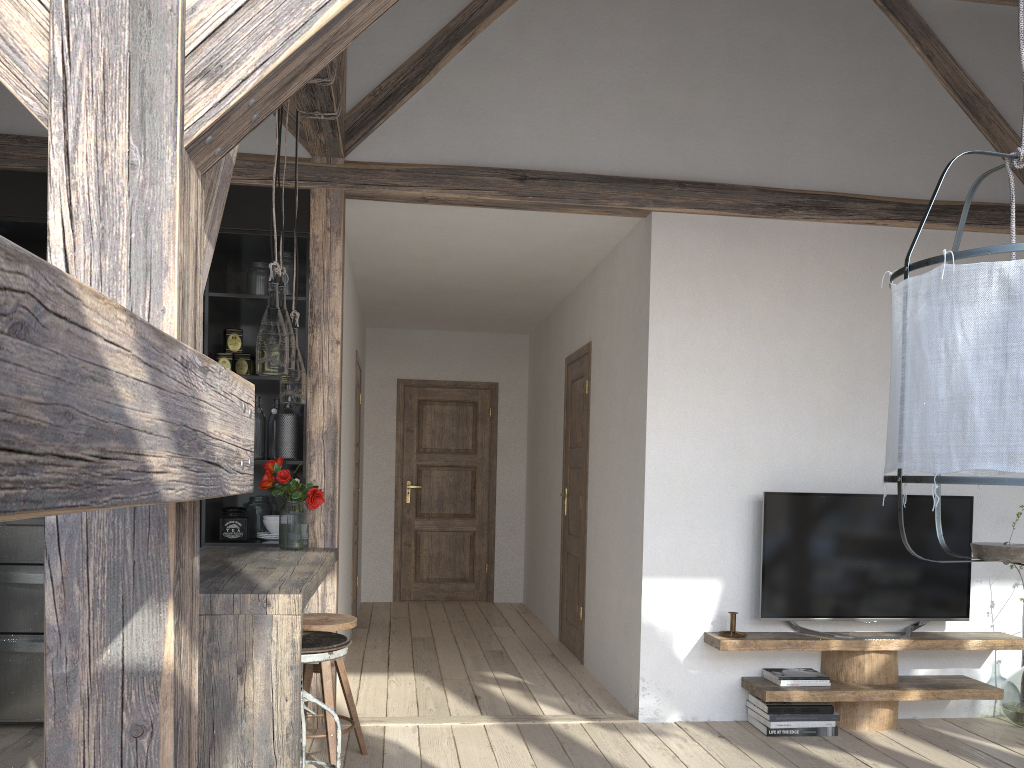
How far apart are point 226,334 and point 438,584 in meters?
4.4 m

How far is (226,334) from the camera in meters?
4.2 m

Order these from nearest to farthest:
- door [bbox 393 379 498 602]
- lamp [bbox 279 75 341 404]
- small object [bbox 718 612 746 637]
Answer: lamp [bbox 279 75 341 404]
small object [bbox 718 612 746 637]
door [bbox 393 379 498 602]

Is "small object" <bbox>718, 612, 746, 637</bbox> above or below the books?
above

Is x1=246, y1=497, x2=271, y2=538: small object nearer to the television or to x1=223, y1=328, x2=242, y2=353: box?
→ x1=223, y1=328, x2=242, y2=353: box

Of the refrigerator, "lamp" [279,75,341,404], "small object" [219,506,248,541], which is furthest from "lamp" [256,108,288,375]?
the refrigerator

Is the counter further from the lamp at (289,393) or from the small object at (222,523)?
the lamp at (289,393)

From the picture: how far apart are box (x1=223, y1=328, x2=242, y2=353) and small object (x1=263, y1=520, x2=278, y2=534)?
0.8 meters

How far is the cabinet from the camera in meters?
4.0

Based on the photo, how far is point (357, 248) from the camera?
5.32m
